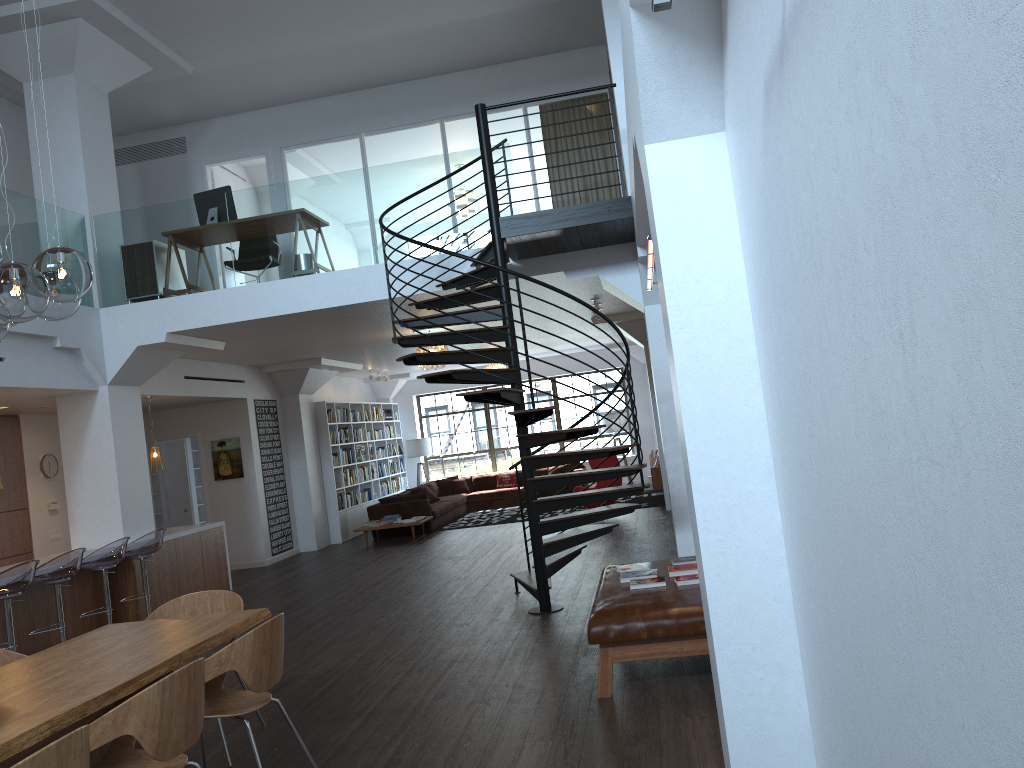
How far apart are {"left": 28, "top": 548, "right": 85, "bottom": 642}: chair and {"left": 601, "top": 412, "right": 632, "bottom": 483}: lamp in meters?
12.4 m

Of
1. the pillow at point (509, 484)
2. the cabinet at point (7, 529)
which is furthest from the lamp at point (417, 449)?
the cabinet at point (7, 529)

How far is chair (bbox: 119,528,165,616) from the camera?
8.54m

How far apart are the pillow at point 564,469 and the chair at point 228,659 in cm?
1377

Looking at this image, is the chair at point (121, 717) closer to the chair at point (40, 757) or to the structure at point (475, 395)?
the chair at point (40, 757)

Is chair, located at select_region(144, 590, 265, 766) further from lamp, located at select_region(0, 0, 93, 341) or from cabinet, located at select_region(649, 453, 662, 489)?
cabinet, located at select_region(649, 453, 662, 489)

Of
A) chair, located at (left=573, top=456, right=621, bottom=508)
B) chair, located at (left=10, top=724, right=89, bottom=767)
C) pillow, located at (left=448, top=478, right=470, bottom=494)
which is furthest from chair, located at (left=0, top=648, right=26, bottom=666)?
pillow, located at (left=448, top=478, right=470, bottom=494)

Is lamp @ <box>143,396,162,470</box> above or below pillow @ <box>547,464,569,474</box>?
above

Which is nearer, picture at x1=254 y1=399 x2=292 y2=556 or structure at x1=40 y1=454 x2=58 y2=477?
structure at x1=40 y1=454 x2=58 y2=477

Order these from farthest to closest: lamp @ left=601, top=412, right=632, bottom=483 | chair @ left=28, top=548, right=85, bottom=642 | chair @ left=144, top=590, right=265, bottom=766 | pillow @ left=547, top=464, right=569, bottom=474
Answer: lamp @ left=601, top=412, right=632, bottom=483, pillow @ left=547, top=464, right=569, bottom=474, chair @ left=28, top=548, right=85, bottom=642, chair @ left=144, top=590, right=265, bottom=766
